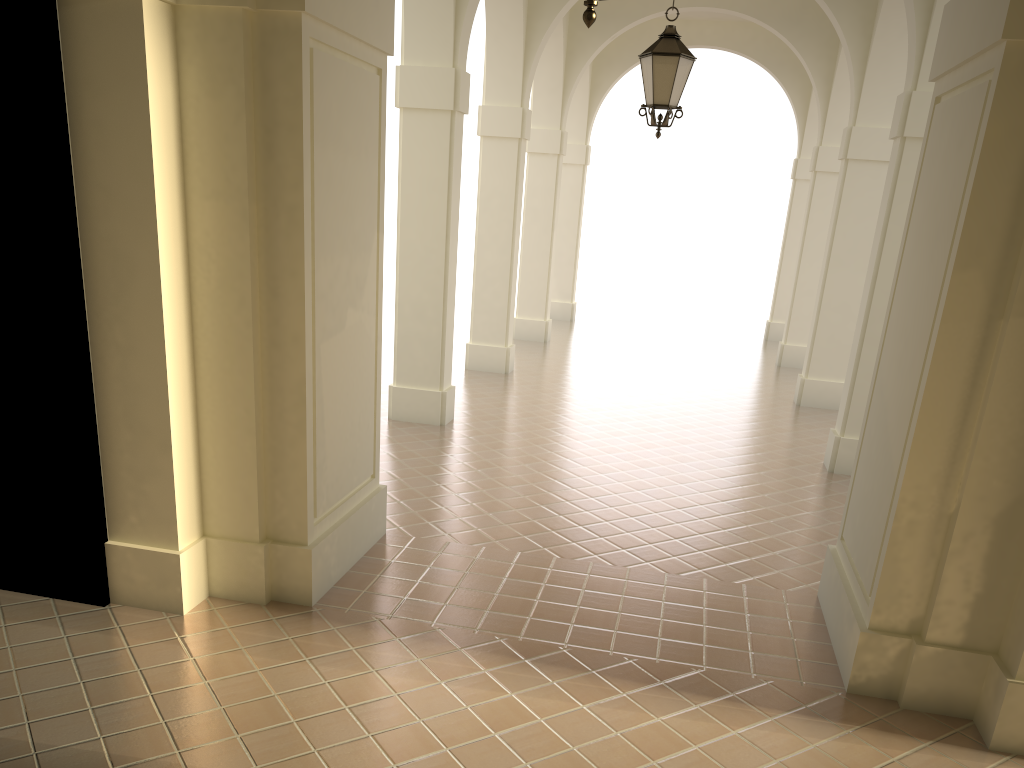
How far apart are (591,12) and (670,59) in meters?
4.9 m

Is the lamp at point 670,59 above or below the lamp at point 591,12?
above

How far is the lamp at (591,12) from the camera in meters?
3.3 m

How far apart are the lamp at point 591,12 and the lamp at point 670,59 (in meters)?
4.88

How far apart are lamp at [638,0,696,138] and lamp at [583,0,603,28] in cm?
488

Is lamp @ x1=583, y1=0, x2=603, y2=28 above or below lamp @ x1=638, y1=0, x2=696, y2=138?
below

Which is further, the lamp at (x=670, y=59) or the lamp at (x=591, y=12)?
the lamp at (x=670, y=59)

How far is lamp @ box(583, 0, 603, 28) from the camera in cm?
332
